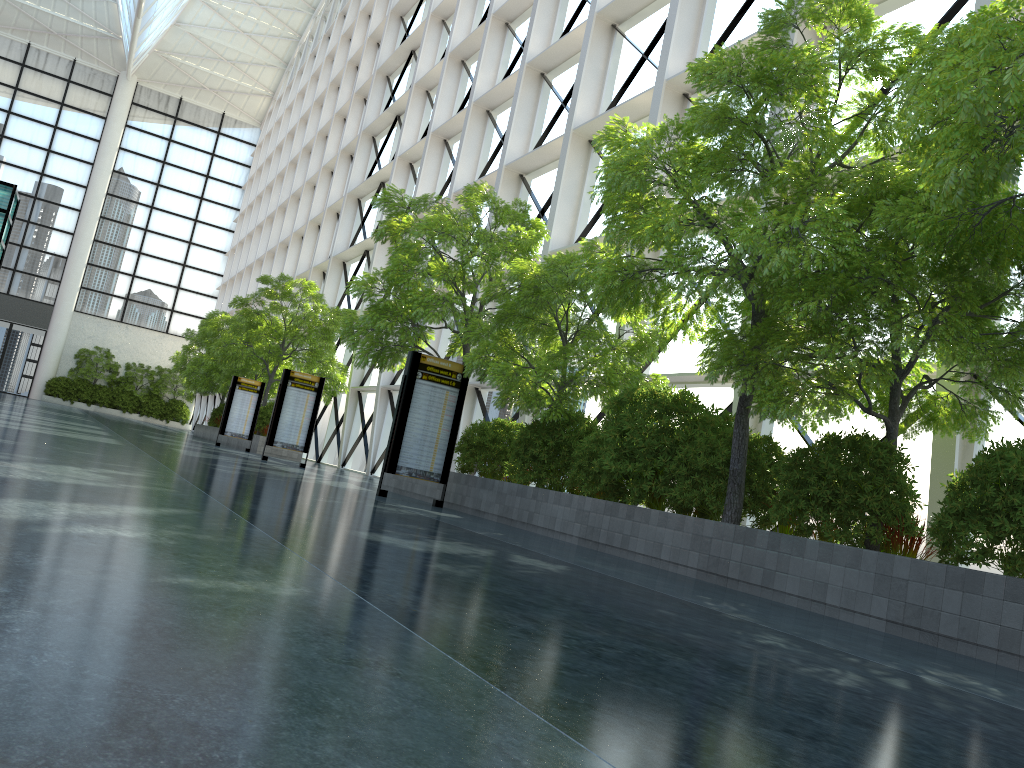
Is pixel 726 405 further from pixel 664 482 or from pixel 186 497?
pixel 186 497
